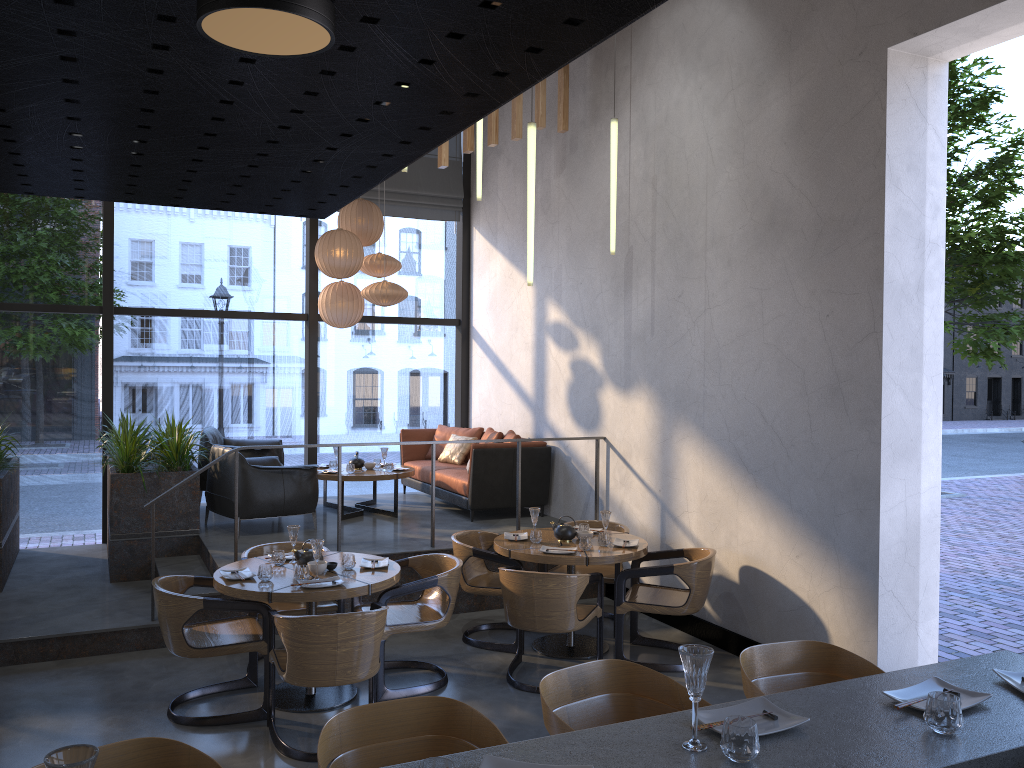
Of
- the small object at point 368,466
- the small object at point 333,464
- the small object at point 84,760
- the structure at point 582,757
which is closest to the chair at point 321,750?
the structure at point 582,757

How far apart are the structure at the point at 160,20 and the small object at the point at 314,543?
3.4 meters

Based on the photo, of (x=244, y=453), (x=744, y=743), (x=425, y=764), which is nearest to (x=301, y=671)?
(x=425, y=764)

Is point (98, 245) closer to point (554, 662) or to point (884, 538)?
point (554, 662)

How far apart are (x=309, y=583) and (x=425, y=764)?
3.31m

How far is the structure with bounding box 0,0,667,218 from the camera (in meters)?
0.86

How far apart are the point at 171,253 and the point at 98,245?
17.17m

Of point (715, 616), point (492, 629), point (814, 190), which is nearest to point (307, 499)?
point (492, 629)

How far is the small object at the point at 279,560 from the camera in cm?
543

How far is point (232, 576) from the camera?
5.1 meters
